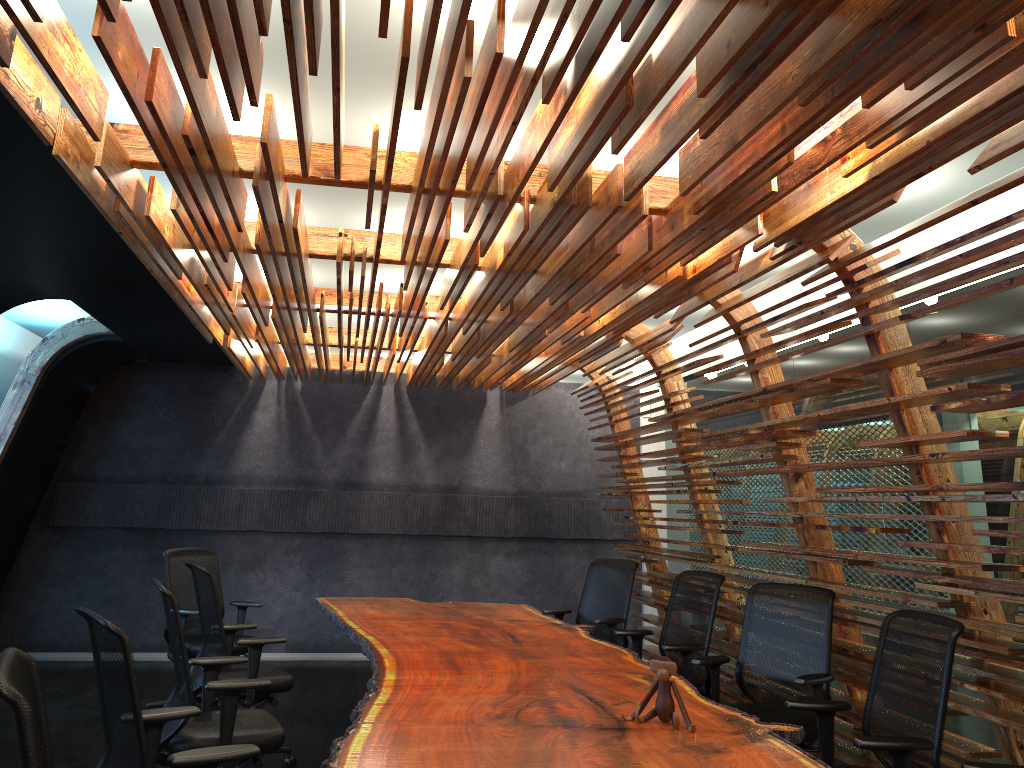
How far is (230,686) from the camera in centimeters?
416cm

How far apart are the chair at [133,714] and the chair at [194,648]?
3.3m

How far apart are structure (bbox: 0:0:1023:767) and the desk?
1.05m

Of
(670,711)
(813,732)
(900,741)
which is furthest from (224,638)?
(900,741)

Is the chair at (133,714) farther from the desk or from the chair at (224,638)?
the chair at (224,638)

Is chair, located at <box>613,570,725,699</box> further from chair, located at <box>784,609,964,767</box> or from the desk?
chair, located at <box>784,609,964,767</box>

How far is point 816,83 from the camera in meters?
2.7

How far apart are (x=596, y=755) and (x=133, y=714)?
1.6 meters

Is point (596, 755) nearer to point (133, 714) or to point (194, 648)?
point (133, 714)

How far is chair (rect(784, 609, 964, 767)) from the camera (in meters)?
3.46
